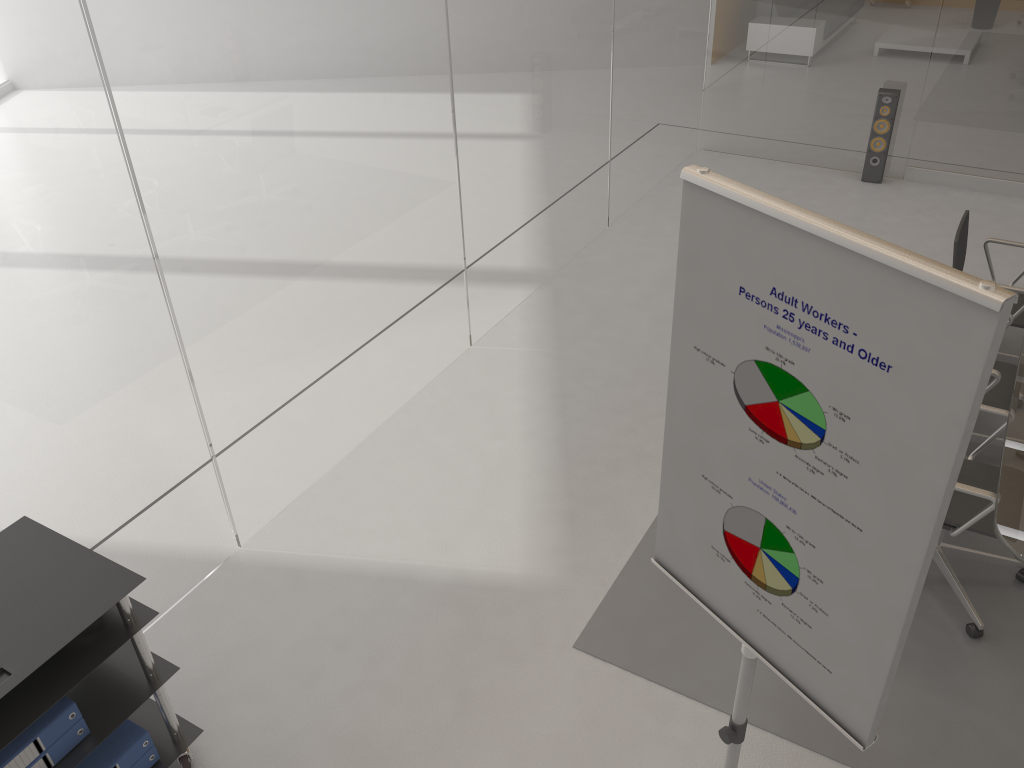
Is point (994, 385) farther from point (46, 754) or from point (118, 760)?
point (46, 754)

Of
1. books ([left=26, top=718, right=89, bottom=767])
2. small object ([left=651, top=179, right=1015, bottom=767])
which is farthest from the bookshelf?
small object ([left=651, top=179, right=1015, bottom=767])

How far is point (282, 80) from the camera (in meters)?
3.38

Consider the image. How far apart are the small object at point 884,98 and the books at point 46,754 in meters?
6.6

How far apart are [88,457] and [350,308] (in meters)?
1.41

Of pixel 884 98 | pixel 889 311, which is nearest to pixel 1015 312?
pixel 884 98

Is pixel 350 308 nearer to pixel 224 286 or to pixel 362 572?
pixel 224 286

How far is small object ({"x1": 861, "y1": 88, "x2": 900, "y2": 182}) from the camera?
6.7m

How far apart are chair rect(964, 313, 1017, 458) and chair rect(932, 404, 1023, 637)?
0.3m

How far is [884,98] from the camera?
6.67m
